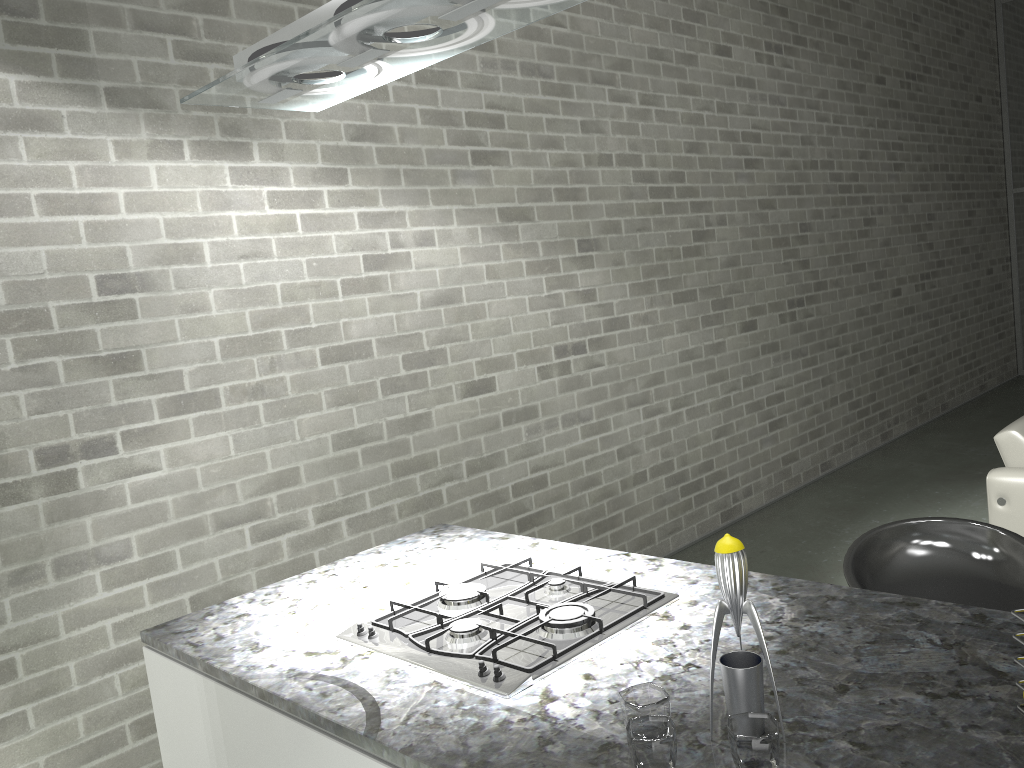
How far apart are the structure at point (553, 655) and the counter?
0.0m

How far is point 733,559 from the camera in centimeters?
121cm

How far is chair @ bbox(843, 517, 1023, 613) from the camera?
2.1 meters

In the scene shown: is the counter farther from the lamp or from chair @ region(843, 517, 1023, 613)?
the lamp

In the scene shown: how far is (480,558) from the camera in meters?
2.2

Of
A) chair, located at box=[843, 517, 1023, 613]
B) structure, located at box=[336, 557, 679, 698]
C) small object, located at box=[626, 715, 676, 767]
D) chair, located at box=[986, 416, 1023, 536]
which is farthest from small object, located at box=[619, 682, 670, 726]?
chair, located at box=[986, 416, 1023, 536]

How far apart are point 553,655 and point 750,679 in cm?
42

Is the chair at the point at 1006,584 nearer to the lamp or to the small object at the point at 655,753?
the small object at the point at 655,753

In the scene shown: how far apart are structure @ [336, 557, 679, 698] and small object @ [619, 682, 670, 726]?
0.2m

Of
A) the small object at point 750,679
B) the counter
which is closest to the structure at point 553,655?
the counter
